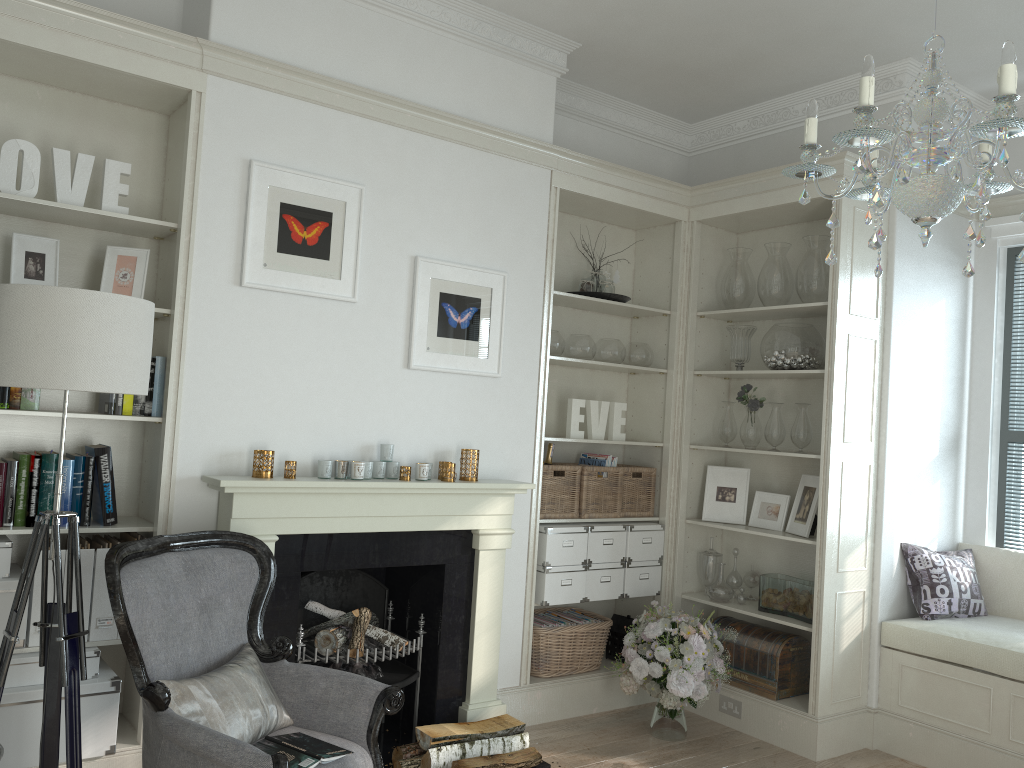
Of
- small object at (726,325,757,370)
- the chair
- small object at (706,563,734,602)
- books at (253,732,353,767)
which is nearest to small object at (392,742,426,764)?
the chair

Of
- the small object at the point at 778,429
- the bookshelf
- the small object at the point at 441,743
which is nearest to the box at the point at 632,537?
the small object at the point at 778,429

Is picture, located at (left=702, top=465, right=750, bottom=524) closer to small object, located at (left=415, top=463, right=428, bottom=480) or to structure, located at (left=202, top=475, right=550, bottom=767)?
structure, located at (left=202, top=475, right=550, bottom=767)

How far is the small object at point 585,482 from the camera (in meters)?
4.57

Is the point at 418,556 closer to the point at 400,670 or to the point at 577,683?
the point at 400,670

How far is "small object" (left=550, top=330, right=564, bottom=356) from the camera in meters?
4.5 m

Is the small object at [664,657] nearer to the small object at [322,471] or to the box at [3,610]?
the small object at [322,471]

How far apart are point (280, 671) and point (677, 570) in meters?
2.5

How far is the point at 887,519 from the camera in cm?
433

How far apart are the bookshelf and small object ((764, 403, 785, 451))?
2.90m
